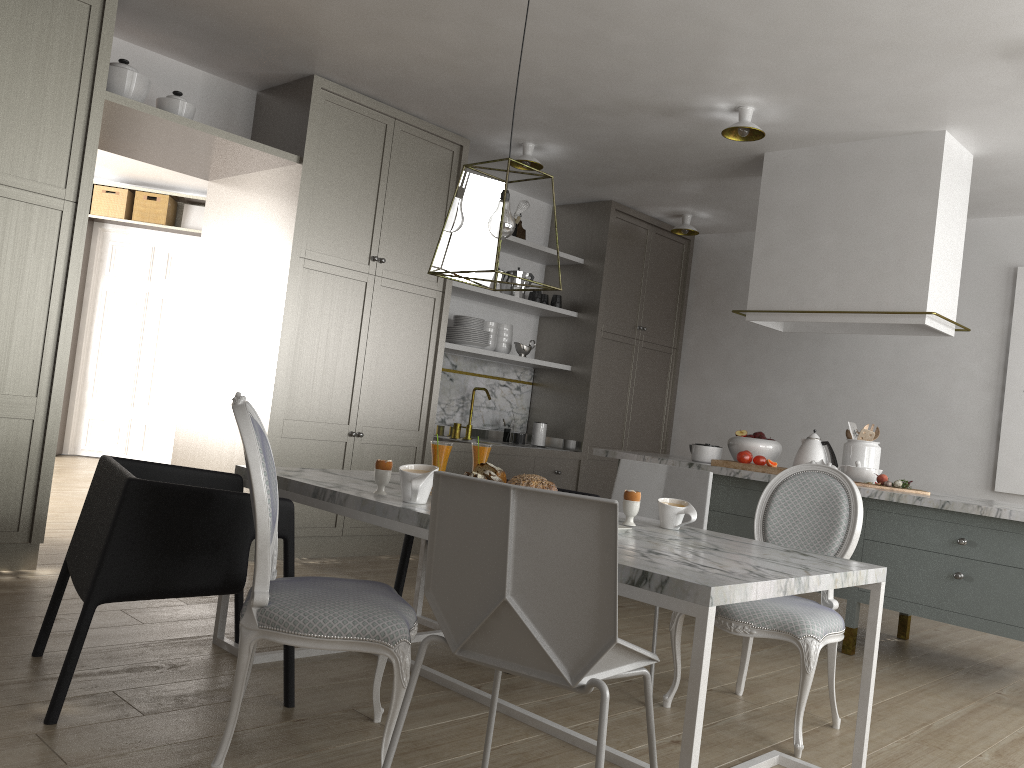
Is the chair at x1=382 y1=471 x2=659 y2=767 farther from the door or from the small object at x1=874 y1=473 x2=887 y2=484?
the door

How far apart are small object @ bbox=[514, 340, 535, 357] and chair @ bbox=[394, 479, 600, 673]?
2.72m

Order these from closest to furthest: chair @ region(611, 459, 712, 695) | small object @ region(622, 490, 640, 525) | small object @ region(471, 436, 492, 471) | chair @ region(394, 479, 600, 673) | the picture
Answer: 1. small object @ region(622, 490, 640, 525)
2. small object @ region(471, 436, 492, 471)
3. chair @ region(611, 459, 712, 695)
4. chair @ region(394, 479, 600, 673)
5. the picture

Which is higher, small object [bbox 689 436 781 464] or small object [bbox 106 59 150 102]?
small object [bbox 106 59 150 102]

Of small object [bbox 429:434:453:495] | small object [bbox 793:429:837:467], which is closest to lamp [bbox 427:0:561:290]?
small object [bbox 429:434:453:495]

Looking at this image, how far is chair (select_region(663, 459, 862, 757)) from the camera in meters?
2.5 m

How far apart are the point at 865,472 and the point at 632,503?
2.12m

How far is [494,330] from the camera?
5.8 meters

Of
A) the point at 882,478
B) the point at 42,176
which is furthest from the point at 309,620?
the point at 882,478

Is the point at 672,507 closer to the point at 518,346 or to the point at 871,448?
the point at 871,448
